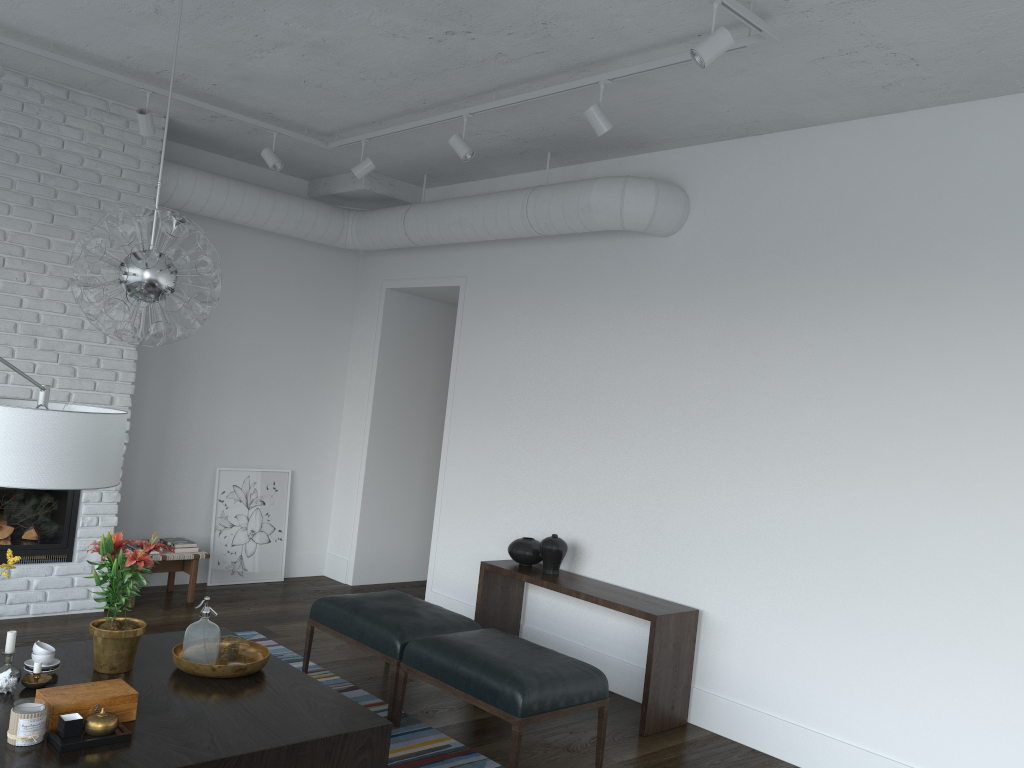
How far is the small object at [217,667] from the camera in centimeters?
345cm

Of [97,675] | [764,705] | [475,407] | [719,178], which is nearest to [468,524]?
[475,407]

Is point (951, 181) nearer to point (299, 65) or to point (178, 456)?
point (299, 65)

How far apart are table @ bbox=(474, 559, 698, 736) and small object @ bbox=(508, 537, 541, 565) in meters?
0.0 m

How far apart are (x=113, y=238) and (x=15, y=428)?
1.2m

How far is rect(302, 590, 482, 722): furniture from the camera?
4.4 meters

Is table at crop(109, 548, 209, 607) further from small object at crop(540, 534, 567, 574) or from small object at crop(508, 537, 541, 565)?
small object at crop(540, 534, 567, 574)

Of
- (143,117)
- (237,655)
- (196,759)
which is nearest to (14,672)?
(237,655)

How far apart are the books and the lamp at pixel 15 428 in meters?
3.8

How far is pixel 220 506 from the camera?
6.8m
